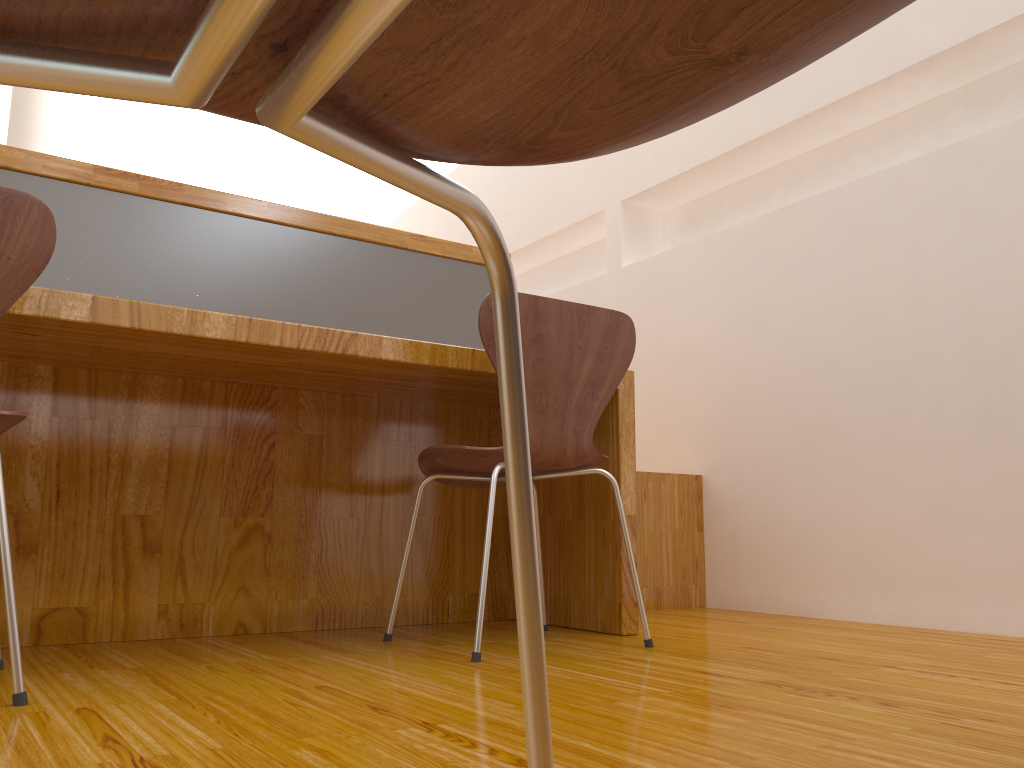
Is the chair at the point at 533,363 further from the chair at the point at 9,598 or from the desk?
the chair at the point at 9,598

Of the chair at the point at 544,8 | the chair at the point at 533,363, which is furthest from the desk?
the chair at the point at 544,8

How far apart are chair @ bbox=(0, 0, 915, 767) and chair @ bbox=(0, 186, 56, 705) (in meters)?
1.00

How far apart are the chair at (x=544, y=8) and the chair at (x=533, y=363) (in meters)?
1.20

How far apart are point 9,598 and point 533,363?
0.96m

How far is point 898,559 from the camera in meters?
2.3 m

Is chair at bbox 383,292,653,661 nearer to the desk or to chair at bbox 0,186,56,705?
the desk

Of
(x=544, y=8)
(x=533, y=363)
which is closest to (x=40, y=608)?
(x=533, y=363)

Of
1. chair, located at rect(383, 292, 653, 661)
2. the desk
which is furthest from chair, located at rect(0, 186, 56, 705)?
chair, located at rect(383, 292, 653, 661)

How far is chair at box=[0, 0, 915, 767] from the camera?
A: 0.2m
